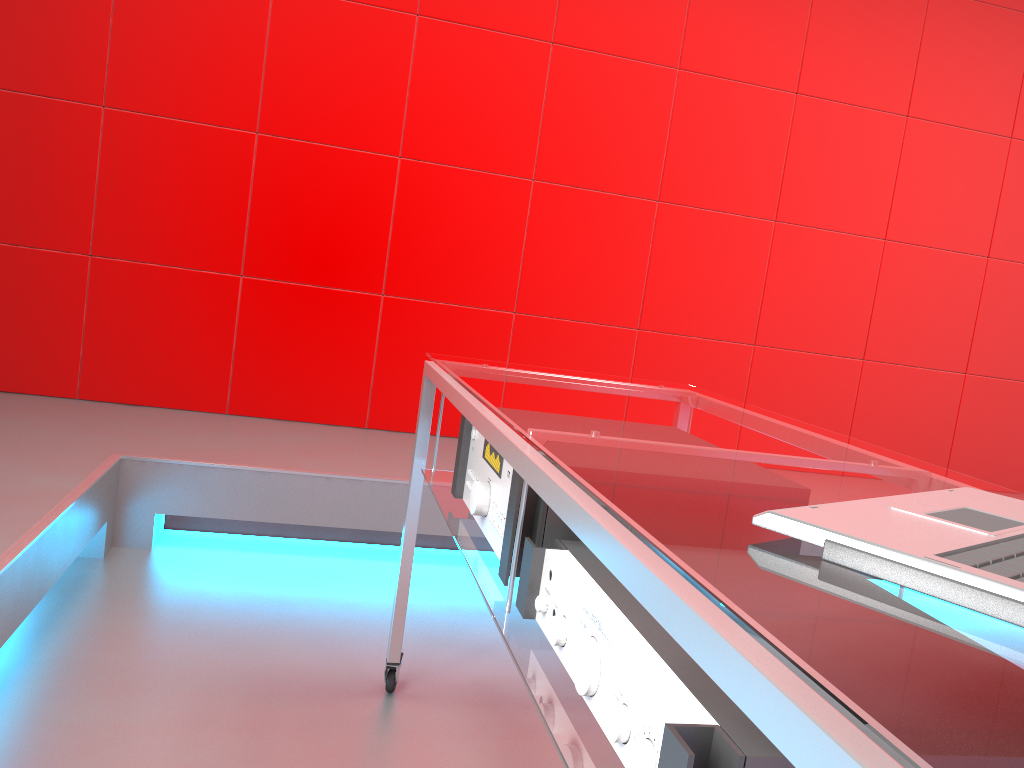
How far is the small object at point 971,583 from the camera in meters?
0.5 m

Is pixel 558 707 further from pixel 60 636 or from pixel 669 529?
pixel 60 636

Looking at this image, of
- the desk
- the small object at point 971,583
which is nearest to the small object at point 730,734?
the desk

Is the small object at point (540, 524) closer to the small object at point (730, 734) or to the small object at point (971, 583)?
the small object at point (730, 734)

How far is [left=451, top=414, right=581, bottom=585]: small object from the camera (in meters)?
1.02

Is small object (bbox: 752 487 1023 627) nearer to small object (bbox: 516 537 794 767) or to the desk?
the desk

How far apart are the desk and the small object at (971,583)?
0.0 meters

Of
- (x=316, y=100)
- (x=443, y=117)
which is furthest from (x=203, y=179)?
(x=443, y=117)

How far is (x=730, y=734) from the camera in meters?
0.6 m

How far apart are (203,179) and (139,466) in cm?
116
